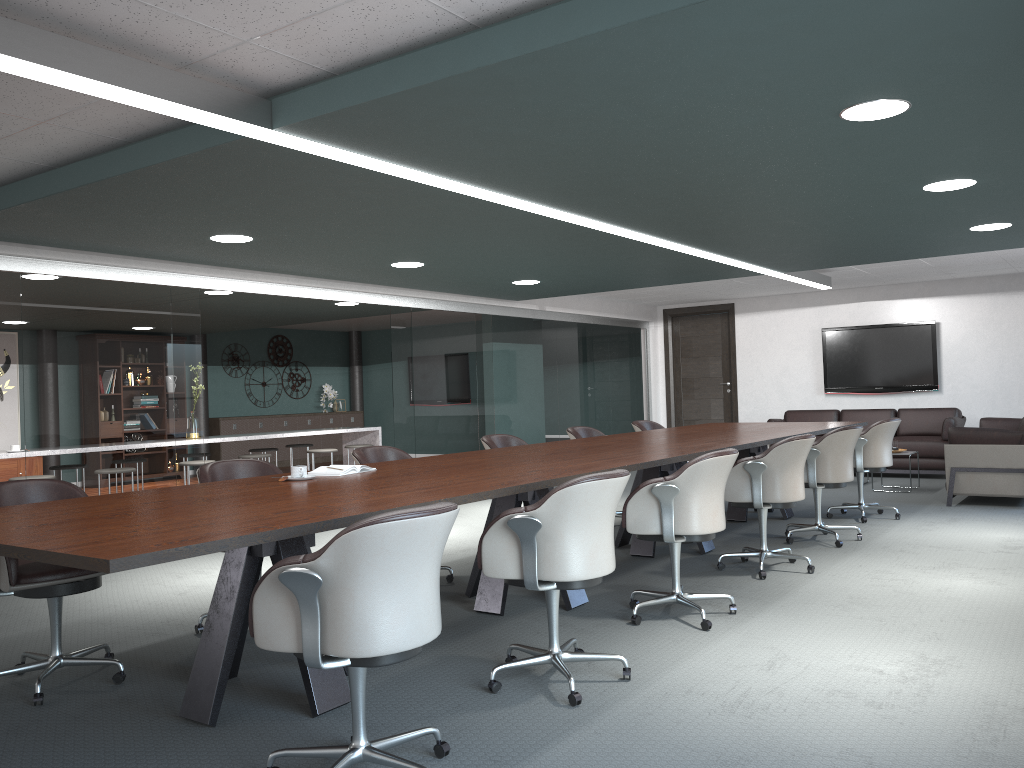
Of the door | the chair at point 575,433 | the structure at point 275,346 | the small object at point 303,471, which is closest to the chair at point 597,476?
the small object at point 303,471

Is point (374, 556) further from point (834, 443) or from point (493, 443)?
point (834, 443)

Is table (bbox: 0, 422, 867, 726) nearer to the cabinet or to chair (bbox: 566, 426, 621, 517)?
chair (bbox: 566, 426, 621, 517)

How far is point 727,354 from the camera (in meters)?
11.91

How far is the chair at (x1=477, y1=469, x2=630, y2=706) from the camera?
2.96m

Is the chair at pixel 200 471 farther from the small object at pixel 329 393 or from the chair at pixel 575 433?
the small object at pixel 329 393

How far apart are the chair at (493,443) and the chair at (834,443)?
1.9 meters

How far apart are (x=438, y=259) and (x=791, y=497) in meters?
3.0 m

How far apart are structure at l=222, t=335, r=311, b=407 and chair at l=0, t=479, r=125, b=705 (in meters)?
11.01

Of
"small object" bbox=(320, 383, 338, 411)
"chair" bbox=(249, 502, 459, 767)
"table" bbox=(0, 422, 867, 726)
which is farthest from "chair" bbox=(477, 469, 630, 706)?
"small object" bbox=(320, 383, 338, 411)
